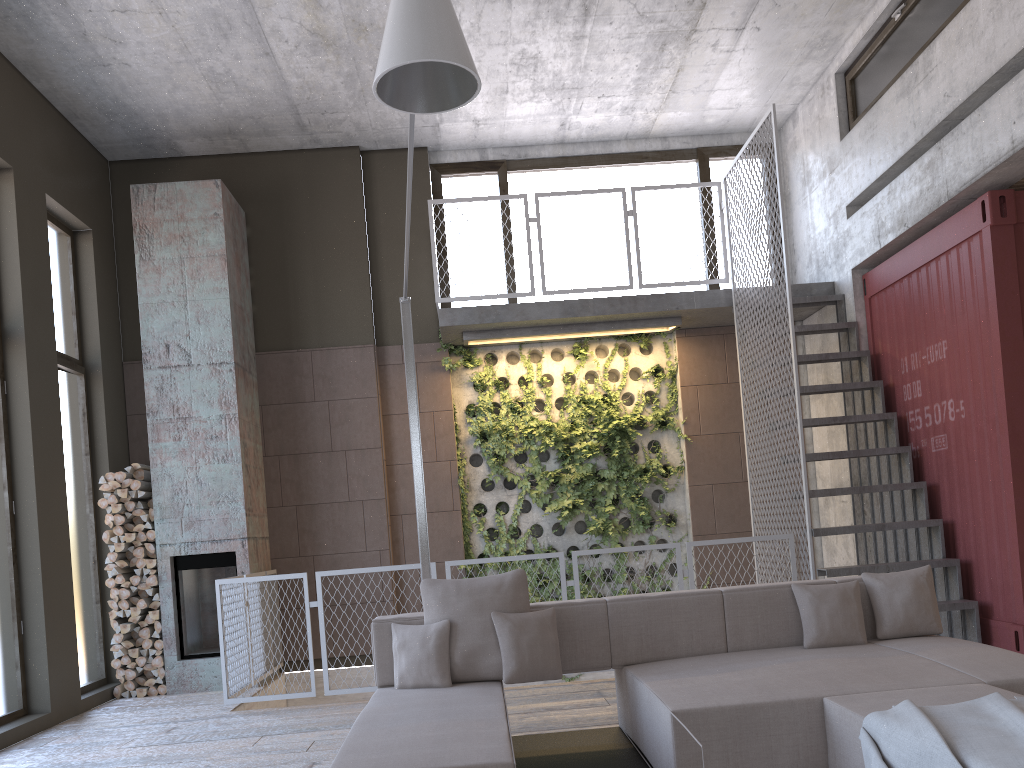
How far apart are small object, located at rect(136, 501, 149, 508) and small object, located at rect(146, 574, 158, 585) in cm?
63

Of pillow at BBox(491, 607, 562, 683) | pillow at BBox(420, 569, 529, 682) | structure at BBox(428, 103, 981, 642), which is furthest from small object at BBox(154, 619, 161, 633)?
pillow at BBox(491, 607, 562, 683)

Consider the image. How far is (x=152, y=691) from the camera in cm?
748

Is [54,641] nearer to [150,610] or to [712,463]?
[150,610]

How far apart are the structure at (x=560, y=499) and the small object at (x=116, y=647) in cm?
322

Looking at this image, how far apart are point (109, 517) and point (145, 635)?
1.1 meters

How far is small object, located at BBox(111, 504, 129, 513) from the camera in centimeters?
761cm

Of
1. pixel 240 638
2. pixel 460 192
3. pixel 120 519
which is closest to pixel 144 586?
pixel 120 519

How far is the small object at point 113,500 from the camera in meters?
7.6 m

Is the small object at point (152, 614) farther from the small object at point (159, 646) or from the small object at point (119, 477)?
the small object at point (119, 477)
